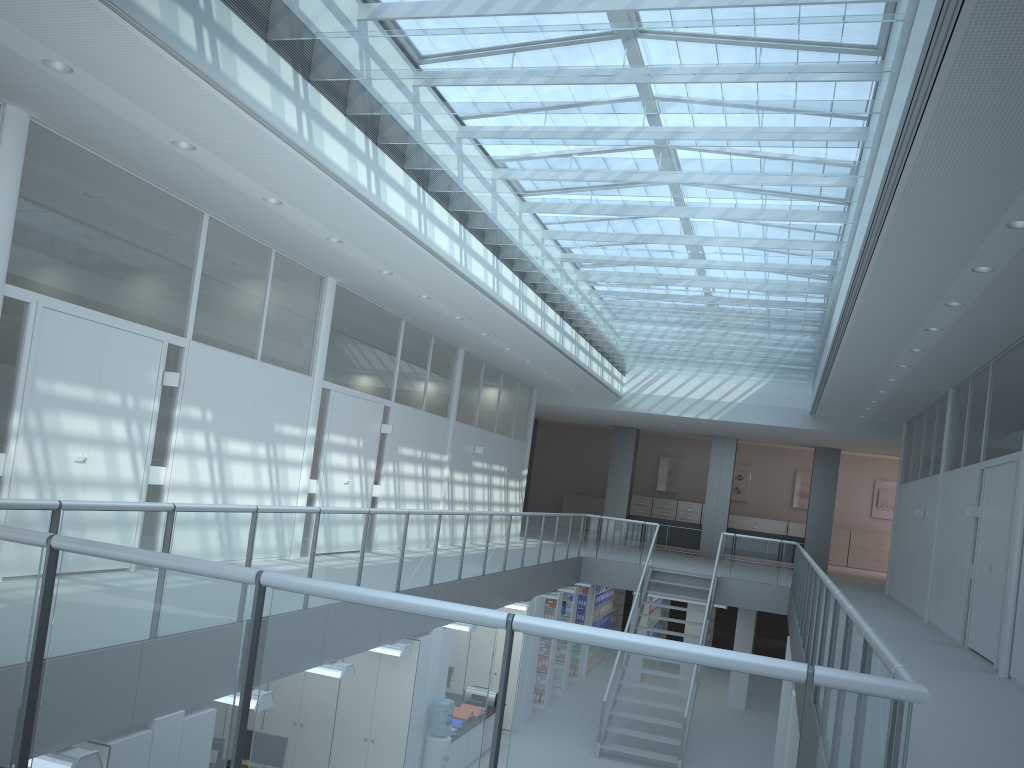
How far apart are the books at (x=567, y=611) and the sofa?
6.7m

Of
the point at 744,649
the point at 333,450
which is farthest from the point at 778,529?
the point at 333,450

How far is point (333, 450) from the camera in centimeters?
1004cm

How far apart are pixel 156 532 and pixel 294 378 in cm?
457

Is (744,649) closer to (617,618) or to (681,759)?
(617,618)

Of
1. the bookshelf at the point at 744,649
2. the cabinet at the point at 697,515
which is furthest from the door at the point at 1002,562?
the cabinet at the point at 697,515

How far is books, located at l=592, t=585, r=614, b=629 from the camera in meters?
16.5

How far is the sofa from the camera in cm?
2069

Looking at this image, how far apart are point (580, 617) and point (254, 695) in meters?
10.9

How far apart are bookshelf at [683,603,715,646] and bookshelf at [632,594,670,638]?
0.78m
